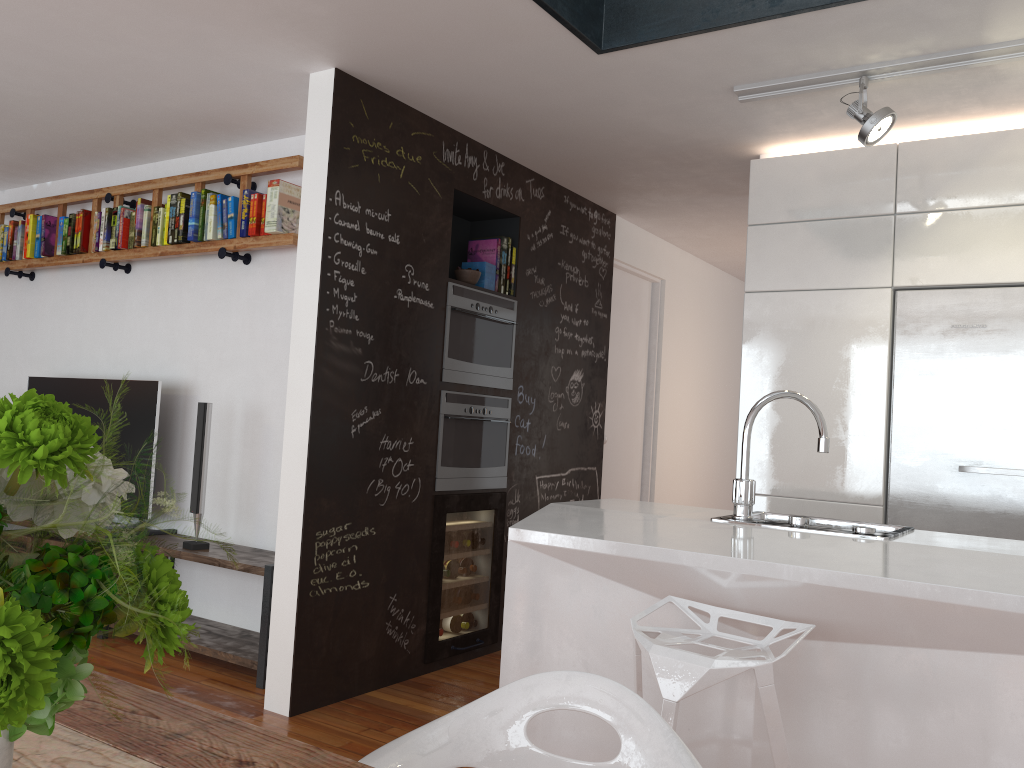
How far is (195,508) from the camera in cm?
415

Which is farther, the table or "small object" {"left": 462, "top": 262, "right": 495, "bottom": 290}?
"small object" {"left": 462, "top": 262, "right": 495, "bottom": 290}

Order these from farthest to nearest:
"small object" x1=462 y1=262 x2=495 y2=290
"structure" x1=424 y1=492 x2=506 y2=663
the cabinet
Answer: "small object" x1=462 y1=262 x2=495 y2=290 → "structure" x1=424 y1=492 x2=506 y2=663 → the cabinet

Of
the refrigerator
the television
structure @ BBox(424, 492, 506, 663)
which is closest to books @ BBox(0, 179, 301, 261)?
the television

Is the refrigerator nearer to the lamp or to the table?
the lamp

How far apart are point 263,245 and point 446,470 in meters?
1.4 m

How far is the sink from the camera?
2.4m

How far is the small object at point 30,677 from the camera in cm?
60

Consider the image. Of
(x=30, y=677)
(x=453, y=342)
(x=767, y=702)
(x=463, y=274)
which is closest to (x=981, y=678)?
(x=767, y=702)

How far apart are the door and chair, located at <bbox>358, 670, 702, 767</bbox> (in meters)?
4.00
